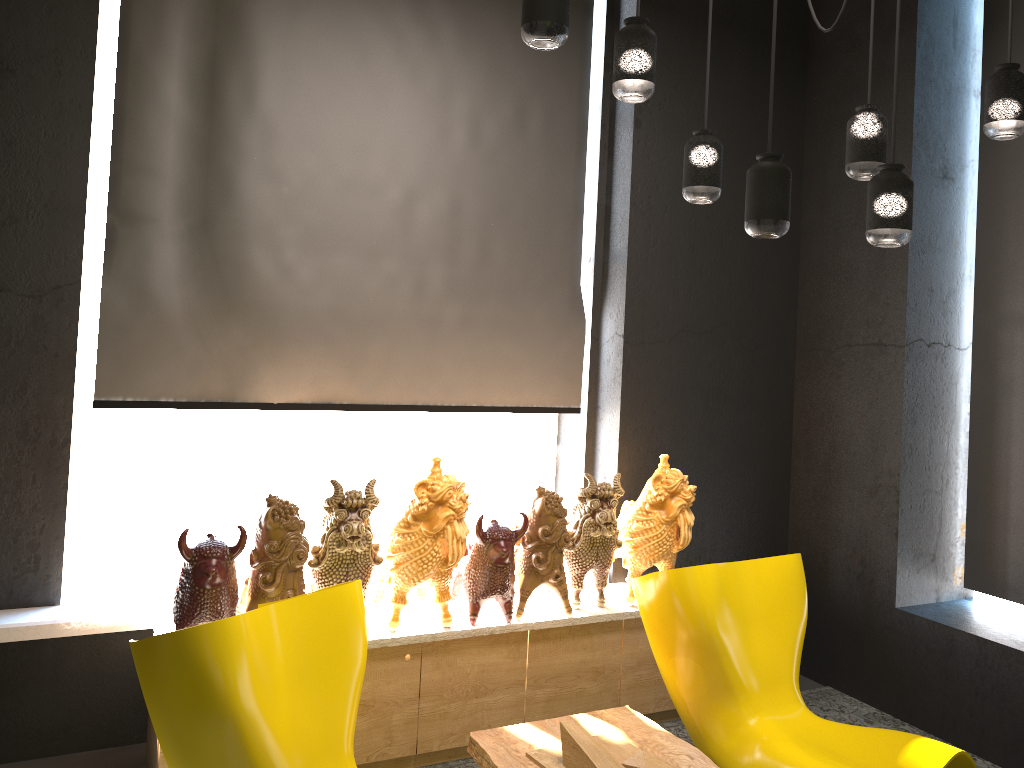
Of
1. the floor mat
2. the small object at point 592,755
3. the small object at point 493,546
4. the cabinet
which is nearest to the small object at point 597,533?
the cabinet

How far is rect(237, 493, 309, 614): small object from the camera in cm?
306

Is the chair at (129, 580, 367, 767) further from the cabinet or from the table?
the cabinet

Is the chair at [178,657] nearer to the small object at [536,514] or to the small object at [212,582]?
the small object at [212,582]

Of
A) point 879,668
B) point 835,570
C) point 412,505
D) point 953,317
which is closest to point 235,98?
point 412,505

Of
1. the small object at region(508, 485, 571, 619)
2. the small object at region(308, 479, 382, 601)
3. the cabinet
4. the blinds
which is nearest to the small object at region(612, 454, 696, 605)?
the cabinet

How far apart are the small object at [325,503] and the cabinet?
0.19m

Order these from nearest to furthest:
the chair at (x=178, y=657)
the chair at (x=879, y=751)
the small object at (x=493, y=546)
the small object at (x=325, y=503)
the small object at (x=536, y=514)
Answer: the chair at (x=178, y=657) < the chair at (x=879, y=751) < the small object at (x=325, y=503) < the small object at (x=493, y=546) < the small object at (x=536, y=514)

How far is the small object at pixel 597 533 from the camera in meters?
3.7 m

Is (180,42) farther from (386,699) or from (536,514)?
(386,699)
